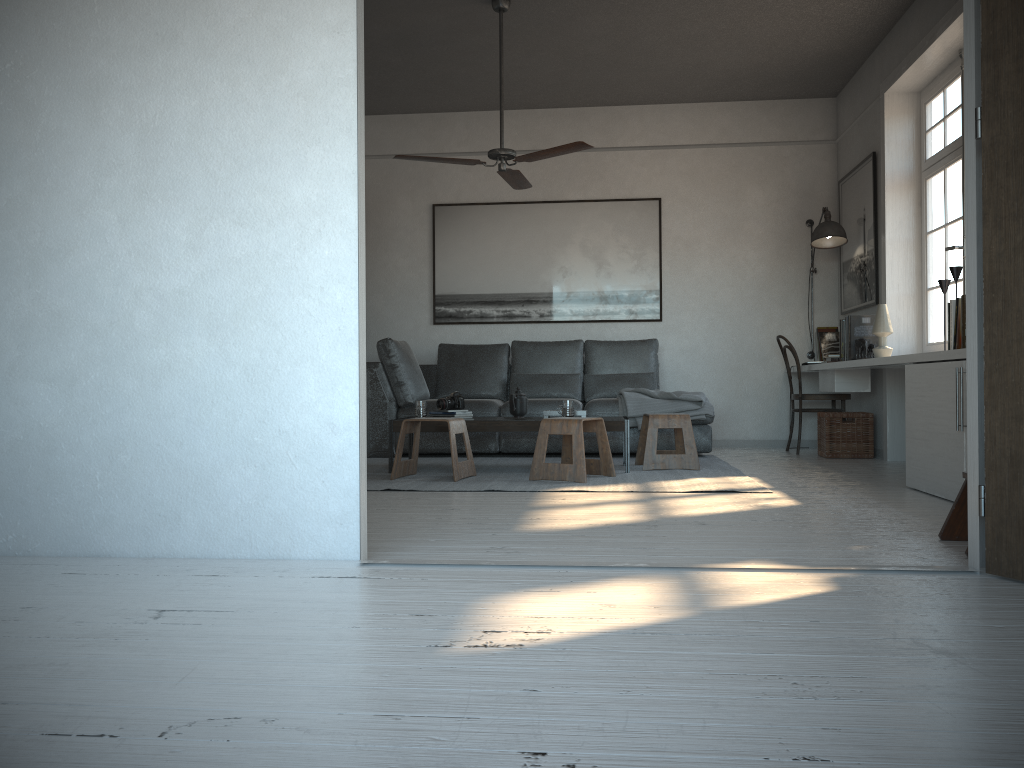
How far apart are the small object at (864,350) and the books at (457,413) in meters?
2.6

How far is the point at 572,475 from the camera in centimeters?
476cm

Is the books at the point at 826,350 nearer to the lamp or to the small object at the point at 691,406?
the lamp

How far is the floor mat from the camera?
4.56m

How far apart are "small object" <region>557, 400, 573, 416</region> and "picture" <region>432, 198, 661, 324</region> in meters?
2.3 m

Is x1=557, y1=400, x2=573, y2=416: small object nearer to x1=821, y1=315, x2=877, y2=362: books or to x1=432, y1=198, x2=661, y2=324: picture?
x1=821, y1=315, x2=877, y2=362: books

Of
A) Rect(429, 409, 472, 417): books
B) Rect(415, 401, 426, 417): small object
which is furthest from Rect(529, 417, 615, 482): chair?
Rect(415, 401, 426, 417): small object

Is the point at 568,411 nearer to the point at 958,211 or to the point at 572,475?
the point at 572,475

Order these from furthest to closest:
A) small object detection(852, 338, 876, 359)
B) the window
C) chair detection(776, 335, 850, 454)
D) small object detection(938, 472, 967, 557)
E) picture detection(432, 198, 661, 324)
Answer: picture detection(432, 198, 661, 324), chair detection(776, 335, 850, 454), small object detection(852, 338, 876, 359), the window, small object detection(938, 472, 967, 557)

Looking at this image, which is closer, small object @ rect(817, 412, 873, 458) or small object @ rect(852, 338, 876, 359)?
small object @ rect(852, 338, 876, 359)
